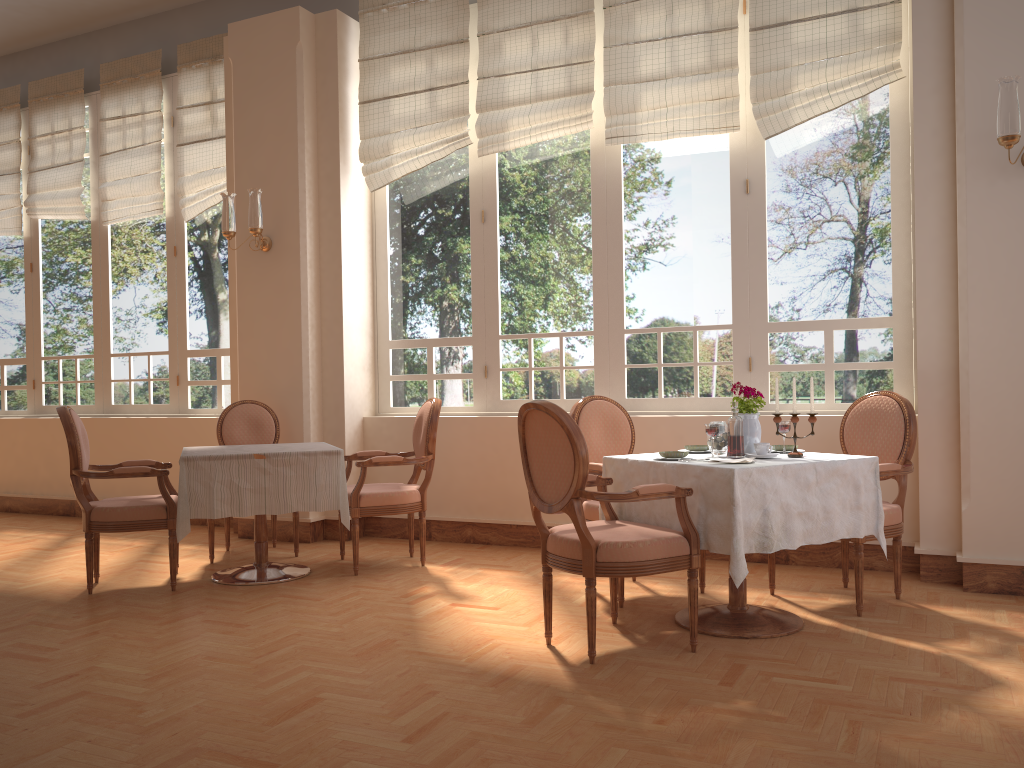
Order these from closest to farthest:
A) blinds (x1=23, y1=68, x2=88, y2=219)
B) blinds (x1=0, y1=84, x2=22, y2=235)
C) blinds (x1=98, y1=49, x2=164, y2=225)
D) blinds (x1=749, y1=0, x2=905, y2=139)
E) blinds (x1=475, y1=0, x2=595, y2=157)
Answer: blinds (x1=749, y1=0, x2=905, y2=139) < blinds (x1=475, y1=0, x2=595, y2=157) < blinds (x1=98, y1=49, x2=164, y2=225) < blinds (x1=23, y1=68, x2=88, y2=219) < blinds (x1=0, y1=84, x2=22, y2=235)

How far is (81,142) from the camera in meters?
7.3 m

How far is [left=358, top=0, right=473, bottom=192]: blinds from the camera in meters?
5.6 m

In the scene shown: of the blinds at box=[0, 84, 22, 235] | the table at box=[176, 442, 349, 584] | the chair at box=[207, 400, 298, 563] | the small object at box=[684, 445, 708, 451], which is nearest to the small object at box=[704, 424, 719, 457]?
the small object at box=[684, 445, 708, 451]

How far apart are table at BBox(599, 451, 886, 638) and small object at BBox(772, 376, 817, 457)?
0.05m

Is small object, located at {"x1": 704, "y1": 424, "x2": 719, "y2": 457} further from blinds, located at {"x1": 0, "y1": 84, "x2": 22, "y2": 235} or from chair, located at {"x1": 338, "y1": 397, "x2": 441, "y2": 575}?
blinds, located at {"x1": 0, "y1": 84, "x2": 22, "y2": 235}

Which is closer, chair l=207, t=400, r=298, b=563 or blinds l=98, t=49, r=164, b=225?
chair l=207, t=400, r=298, b=563

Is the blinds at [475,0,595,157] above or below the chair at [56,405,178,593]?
above

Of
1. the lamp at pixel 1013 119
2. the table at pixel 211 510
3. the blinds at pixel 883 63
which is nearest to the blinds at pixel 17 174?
the table at pixel 211 510

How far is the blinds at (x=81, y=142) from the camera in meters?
7.3
